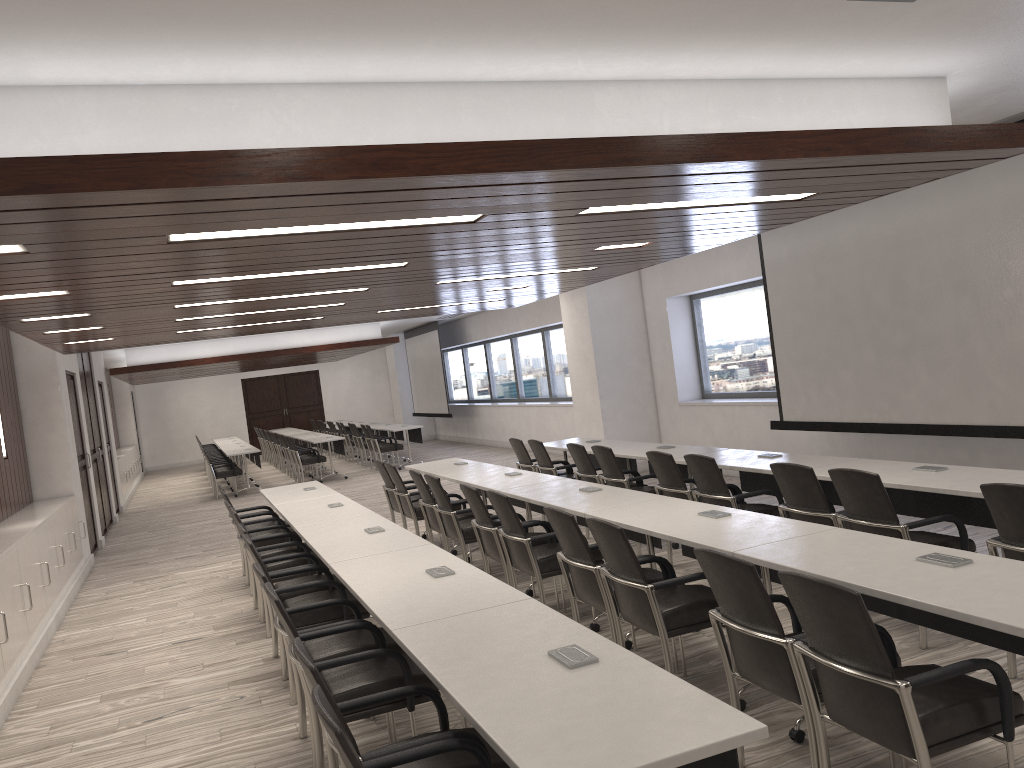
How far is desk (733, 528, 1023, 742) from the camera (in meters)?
2.76

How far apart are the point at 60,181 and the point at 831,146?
3.2 meters

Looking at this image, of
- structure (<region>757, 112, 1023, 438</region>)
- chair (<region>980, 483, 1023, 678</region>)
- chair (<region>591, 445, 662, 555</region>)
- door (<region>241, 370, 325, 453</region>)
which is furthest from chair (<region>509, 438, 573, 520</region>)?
door (<region>241, 370, 325, 453</region>)

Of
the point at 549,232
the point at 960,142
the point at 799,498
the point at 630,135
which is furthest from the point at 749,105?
the point at 799,498

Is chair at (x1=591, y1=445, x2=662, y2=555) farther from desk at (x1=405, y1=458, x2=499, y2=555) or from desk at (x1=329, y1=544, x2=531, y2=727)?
desk at (x1=329, y1=544, x2=531, y2=727)

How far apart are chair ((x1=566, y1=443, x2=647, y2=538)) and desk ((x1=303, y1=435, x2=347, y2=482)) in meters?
9.0

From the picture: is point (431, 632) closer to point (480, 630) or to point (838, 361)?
point (480, 630)

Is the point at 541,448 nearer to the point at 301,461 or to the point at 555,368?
the point at 555,368

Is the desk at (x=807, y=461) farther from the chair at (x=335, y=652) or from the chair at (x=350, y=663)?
the chair at (x=350, y=663)

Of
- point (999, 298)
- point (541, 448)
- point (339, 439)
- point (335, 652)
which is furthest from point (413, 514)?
point (339, 439)
